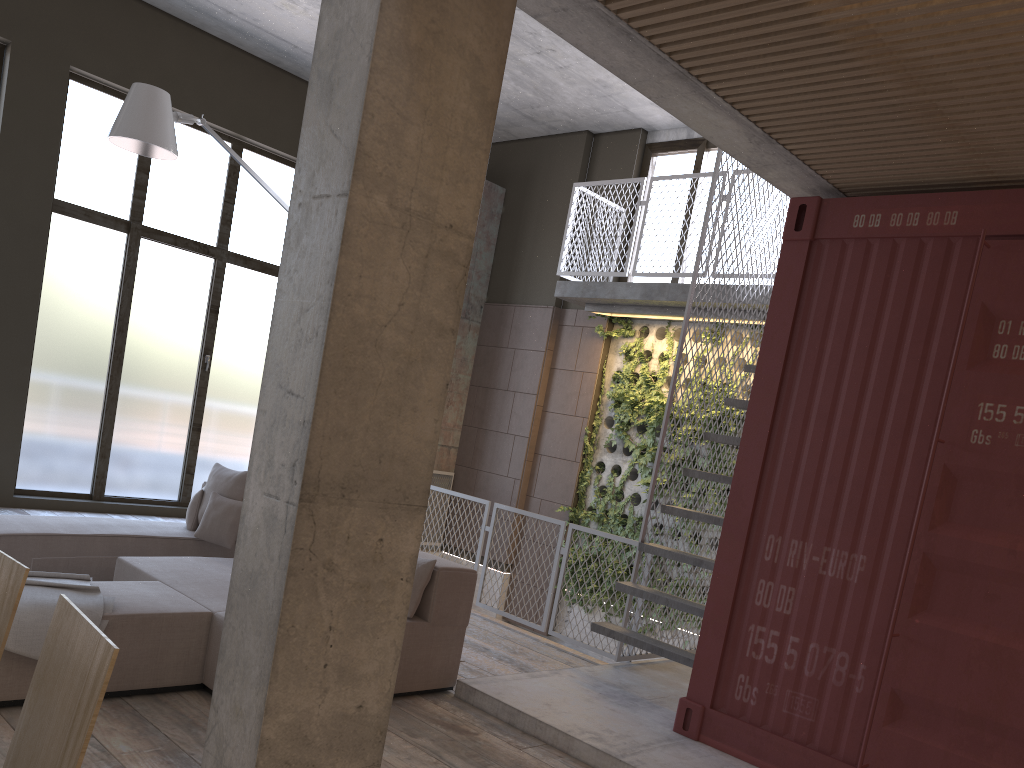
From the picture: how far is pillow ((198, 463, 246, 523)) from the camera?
6.5m

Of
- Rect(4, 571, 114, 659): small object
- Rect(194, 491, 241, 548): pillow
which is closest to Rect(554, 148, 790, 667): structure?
Rect(194, 491, 241, 548): pillow

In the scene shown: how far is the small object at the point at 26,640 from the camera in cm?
381

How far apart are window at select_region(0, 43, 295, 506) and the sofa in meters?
3.1 m

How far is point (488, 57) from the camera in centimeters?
308cm

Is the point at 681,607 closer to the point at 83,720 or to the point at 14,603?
the point at 14,603

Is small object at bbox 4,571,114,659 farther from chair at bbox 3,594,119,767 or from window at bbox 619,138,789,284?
window at bbox 619,138,789,284

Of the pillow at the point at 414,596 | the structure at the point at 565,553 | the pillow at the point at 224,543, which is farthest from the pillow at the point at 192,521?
the pillow at the point at 414,596

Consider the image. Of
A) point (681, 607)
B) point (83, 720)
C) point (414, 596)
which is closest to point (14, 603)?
point (83, 720)

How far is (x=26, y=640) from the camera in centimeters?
381cm
